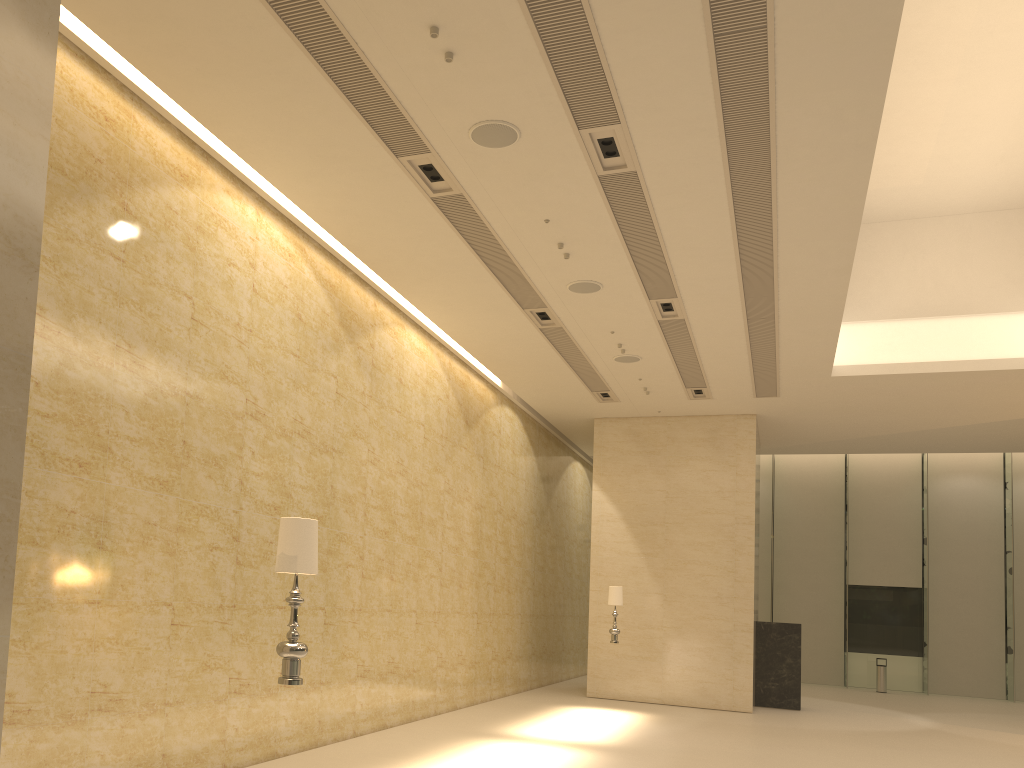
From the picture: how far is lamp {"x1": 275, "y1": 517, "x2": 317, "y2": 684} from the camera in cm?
506

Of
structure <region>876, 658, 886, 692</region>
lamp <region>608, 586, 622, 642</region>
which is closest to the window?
structure <region>876, 658, 886, 692</region>

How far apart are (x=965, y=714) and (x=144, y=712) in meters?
18.7

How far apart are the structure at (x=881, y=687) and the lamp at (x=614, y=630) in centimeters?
1298cm

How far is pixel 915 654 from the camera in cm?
2582

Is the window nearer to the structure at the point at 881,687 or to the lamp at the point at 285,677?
the structure at the point at 881,687

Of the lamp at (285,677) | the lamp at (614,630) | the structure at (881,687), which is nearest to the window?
the structure at (881,687)

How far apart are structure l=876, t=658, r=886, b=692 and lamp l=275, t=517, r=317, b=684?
23.5m

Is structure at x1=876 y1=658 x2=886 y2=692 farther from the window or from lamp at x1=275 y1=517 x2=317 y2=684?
lamp at x1=275 y1=517 x2=317 y2=684

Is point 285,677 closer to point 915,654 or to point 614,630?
point 614,630
